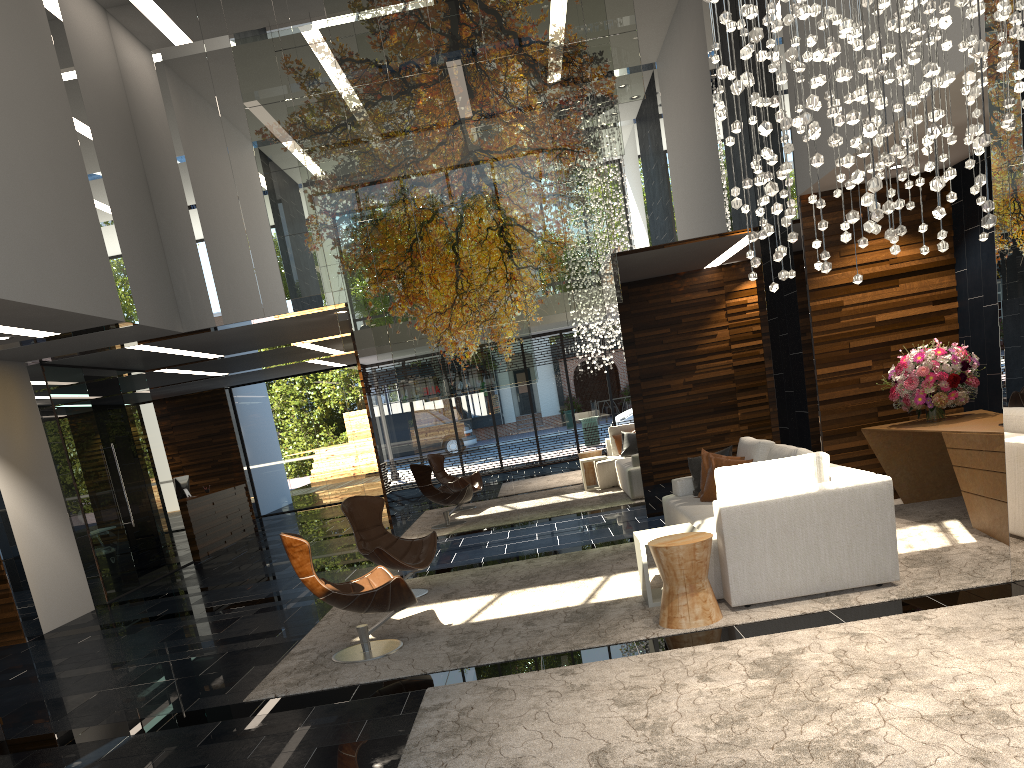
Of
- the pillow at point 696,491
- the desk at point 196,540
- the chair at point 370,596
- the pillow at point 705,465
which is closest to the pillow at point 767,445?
the pillow at point 696,491

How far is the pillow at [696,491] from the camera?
7.5m

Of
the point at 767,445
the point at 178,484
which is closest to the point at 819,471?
the point at 767,445

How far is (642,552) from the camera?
5.6m

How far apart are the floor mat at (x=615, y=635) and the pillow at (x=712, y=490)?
0.7 meters

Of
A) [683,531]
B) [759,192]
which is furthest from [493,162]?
[683,531]

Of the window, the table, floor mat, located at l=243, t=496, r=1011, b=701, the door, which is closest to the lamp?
floor mat, located at l=243, t=496, r=1011, b=701

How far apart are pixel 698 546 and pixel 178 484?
11.2m

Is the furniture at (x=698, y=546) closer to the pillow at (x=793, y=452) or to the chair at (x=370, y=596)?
the pillow at (x=793, y=452)

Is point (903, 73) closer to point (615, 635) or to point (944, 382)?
point (615, 635)
